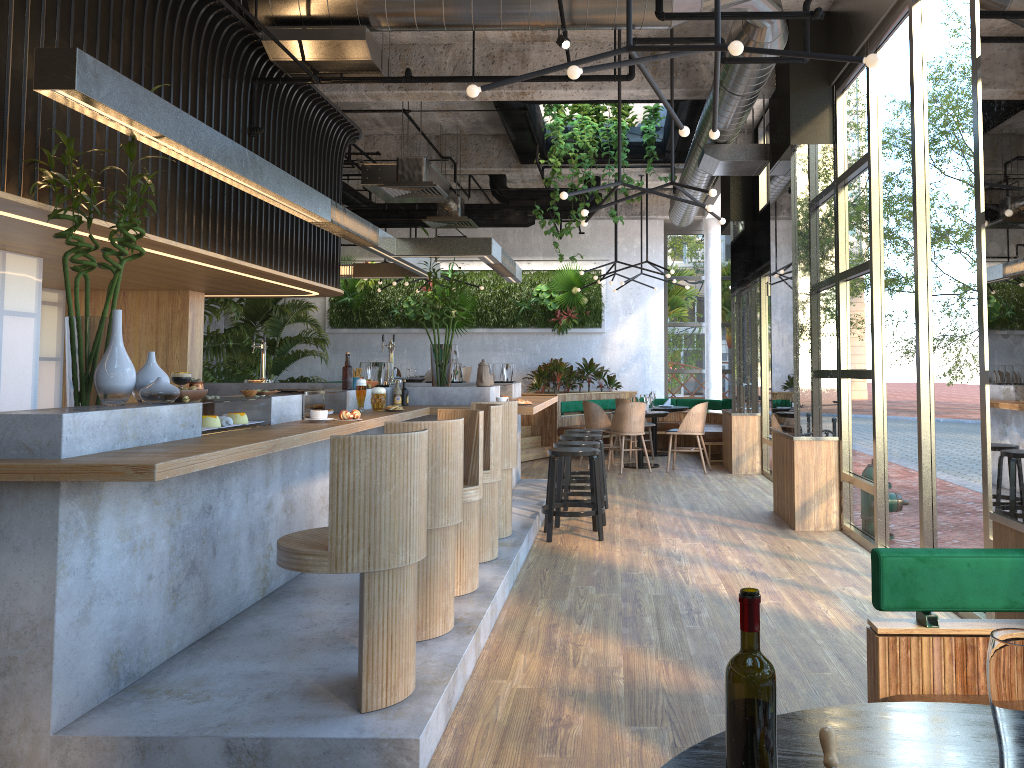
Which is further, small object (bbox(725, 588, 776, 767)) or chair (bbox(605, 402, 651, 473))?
chair (bbox(605, 402, 651, 473))

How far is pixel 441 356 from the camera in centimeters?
776cm

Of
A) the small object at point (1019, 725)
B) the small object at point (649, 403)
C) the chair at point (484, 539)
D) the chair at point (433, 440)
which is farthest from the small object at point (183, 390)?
the small object at point (649, 403)

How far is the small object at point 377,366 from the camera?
7.3 meters

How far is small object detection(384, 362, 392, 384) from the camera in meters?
7.6

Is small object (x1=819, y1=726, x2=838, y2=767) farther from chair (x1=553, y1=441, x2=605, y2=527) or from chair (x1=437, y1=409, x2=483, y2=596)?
chair (x1=553, y1=441, x2=605, y2=527)

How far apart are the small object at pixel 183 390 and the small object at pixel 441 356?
3.76m

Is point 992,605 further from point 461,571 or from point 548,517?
point 548,517

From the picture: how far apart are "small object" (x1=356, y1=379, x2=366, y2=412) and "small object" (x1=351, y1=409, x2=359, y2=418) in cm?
95

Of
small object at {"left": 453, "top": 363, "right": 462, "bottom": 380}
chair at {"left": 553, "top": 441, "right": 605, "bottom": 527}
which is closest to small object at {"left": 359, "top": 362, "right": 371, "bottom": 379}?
chair at {"left": 553, "top": 441, "right": 605, "bottom": 527}
